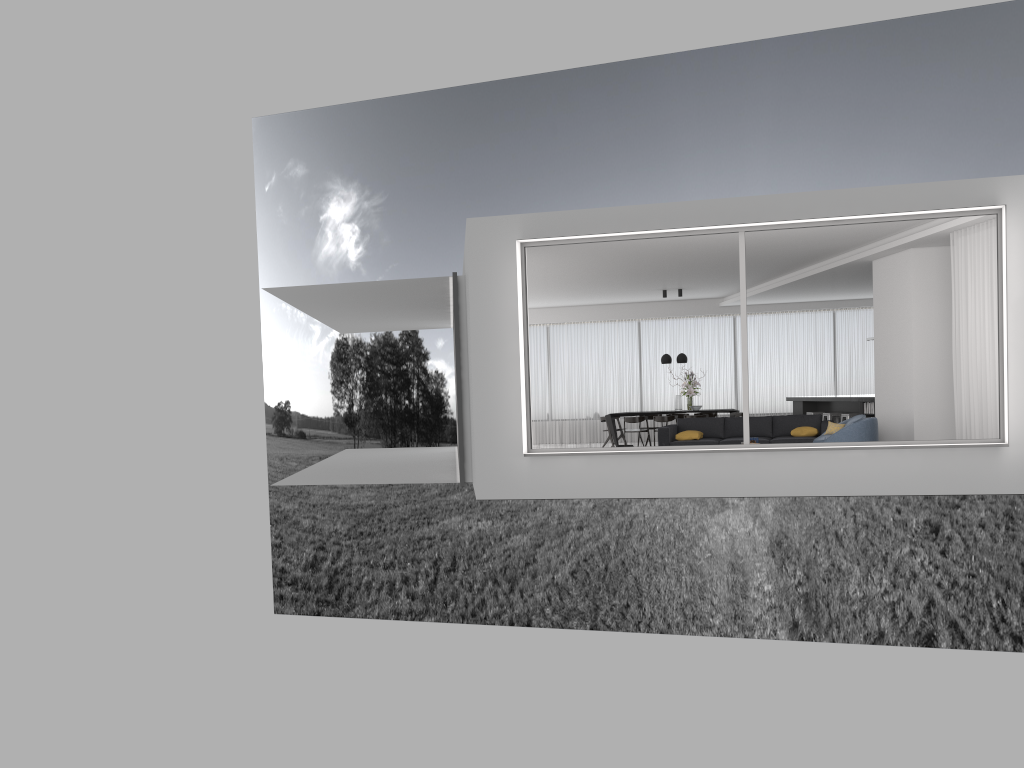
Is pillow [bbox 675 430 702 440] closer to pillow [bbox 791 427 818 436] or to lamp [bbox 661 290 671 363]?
pillow [bbox 791 427 818 436]

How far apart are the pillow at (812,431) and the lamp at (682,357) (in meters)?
4.63

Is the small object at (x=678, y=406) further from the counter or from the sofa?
the sofa

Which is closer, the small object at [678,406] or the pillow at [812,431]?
the pillow at [812,431]

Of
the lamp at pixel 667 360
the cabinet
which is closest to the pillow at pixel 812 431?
the cabinet

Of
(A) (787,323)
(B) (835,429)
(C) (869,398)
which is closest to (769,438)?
(B) (835,429)

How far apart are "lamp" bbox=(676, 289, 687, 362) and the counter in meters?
3.2

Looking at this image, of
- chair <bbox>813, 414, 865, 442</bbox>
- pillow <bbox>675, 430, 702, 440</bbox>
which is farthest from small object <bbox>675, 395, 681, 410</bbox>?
chair <bbox>813, 414, 865, 442</bbox>

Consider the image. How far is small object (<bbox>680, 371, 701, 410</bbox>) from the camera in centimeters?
1723cm

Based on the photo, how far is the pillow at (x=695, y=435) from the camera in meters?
13.2 m
